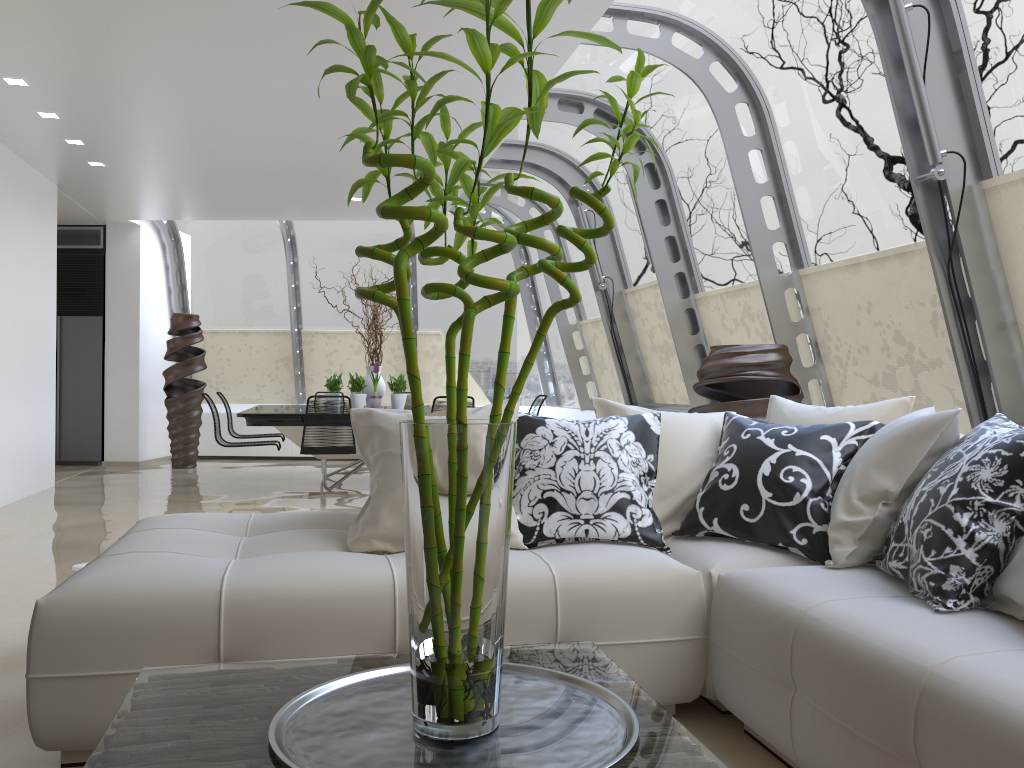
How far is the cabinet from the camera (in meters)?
10.68

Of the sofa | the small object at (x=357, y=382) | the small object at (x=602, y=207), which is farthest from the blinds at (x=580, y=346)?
the small object at (x=602, y=207)

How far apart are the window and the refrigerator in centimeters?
114cm

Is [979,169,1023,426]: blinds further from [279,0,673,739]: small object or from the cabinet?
the cabinet

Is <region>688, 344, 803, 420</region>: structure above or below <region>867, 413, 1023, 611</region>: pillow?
above

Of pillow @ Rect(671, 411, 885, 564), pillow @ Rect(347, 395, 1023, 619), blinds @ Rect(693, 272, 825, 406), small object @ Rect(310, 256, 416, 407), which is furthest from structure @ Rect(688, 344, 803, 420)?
small object @ Rect(310, 256, 416, 407)

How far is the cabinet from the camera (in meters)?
10.68

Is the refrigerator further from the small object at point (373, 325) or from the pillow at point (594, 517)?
the pillow at point (594, 517)

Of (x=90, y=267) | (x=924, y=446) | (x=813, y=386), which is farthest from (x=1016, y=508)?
(x=90, y=267)

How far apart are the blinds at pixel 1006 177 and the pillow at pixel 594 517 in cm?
191
